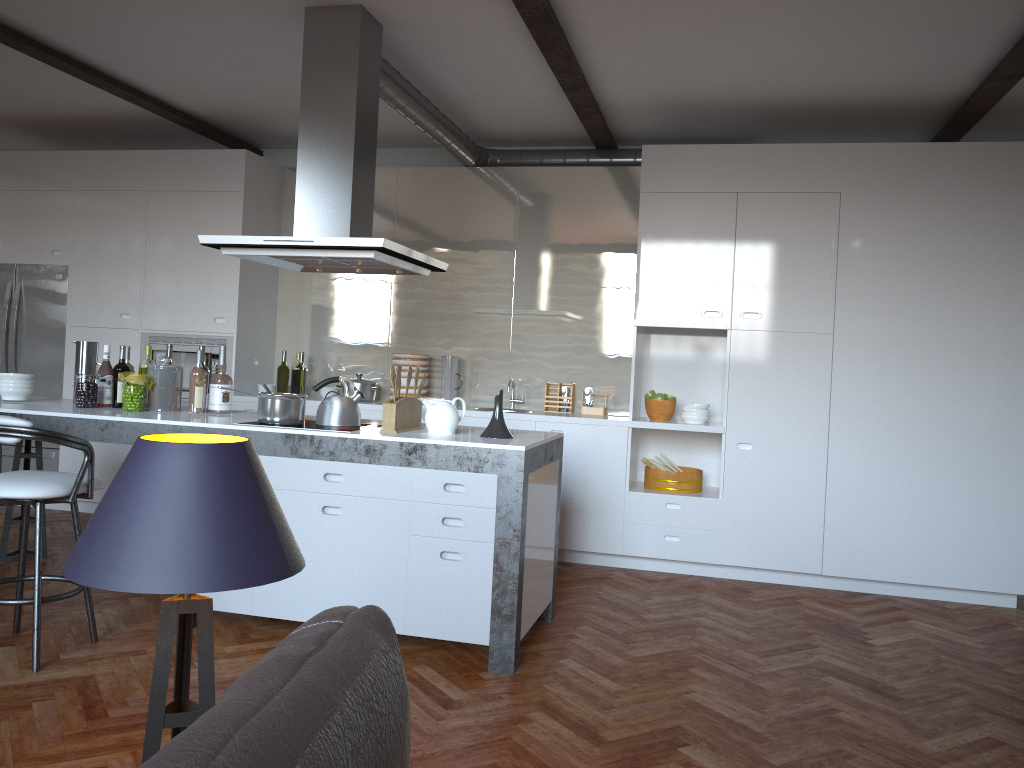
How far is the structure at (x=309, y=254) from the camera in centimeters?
394cm

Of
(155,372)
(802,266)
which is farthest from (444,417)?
(802,266)

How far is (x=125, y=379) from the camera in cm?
441

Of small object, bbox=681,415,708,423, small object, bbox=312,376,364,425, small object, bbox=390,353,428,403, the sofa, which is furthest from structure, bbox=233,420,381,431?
the sofa

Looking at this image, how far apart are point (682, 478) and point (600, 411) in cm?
78

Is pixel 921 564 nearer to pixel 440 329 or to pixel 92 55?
pixel 440 329

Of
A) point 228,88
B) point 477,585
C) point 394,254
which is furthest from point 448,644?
point 228,88

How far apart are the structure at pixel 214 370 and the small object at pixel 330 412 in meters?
2.3

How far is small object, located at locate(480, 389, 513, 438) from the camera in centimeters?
396cm

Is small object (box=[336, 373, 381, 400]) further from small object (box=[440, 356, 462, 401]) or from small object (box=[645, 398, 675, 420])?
small object (box=[645, 398, 675, 420])
